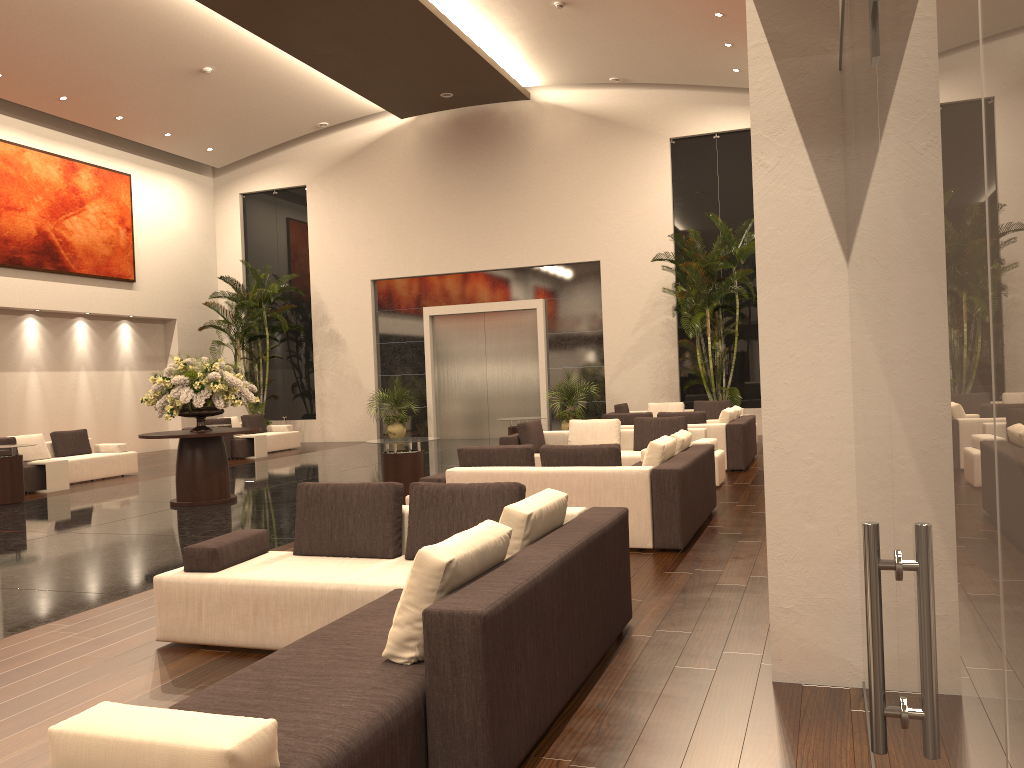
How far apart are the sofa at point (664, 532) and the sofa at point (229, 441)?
10.7 meters

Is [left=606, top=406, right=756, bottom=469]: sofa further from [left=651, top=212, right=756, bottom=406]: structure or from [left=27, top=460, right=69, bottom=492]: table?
[left=27, top=460, right=69, bottom=492]: table

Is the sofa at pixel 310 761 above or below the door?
below

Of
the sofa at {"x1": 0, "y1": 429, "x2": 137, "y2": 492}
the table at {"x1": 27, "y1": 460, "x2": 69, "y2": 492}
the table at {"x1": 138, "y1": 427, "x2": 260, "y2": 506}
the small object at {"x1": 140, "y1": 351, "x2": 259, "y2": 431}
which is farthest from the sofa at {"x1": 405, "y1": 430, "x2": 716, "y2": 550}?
the sofa at {"x1": 0, "y1": 429, "x2": 137, "y2": 492}

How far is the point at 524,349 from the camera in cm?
2100

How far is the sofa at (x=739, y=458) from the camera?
12.43m

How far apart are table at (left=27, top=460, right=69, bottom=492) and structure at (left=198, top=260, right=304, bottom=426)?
7.65m

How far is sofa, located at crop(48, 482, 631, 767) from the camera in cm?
247

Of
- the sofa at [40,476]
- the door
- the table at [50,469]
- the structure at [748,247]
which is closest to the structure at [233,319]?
the door

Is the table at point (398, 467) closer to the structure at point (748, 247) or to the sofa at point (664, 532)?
the sofa at point (664, 532)
